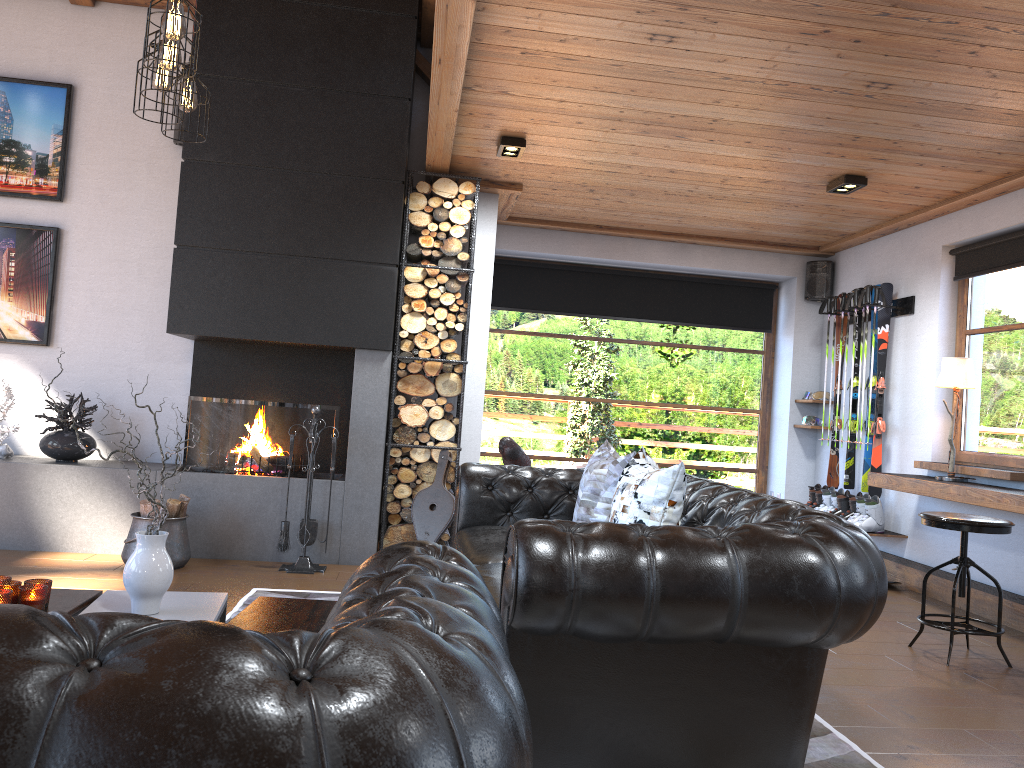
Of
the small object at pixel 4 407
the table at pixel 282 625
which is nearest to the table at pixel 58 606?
the table at pixel 282 625

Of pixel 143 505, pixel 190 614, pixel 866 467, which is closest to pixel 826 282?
pixel 866 467

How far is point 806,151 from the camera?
5.10m

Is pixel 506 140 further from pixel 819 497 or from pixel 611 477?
pixel 819 497

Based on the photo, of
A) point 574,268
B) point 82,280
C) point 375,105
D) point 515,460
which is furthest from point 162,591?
point 574,268

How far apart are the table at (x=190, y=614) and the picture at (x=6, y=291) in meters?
3.7 m

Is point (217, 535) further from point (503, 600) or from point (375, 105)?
point (503, 600)

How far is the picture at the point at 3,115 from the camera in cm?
608

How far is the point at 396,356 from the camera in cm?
586

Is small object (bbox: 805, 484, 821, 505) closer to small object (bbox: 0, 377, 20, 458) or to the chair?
the chair
